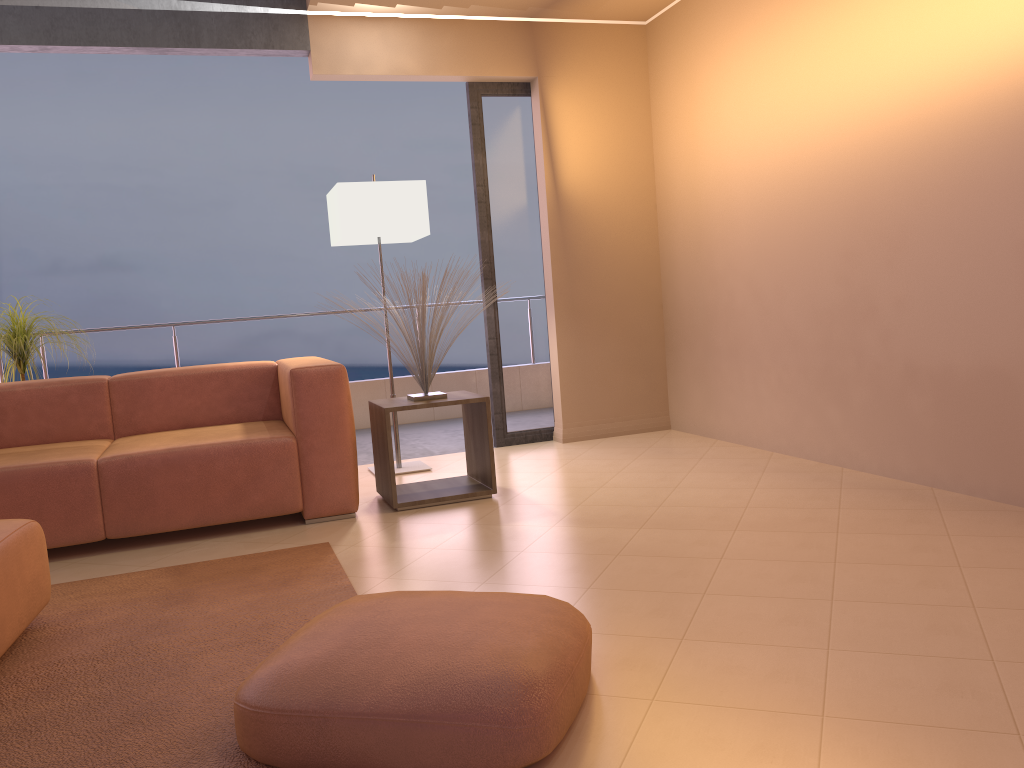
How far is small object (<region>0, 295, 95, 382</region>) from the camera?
4.37m

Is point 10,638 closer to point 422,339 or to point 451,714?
point 451,714

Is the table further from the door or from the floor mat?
the door

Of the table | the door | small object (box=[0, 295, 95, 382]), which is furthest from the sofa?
the door

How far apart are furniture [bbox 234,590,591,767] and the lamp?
2.6m

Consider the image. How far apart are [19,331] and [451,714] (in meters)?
3.72

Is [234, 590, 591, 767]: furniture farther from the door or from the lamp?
the door

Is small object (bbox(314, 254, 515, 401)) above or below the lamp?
below

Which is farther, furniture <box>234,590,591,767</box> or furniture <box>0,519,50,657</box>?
furniture <box>0,519,50,657</box>

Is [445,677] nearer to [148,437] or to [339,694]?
[339,694]
